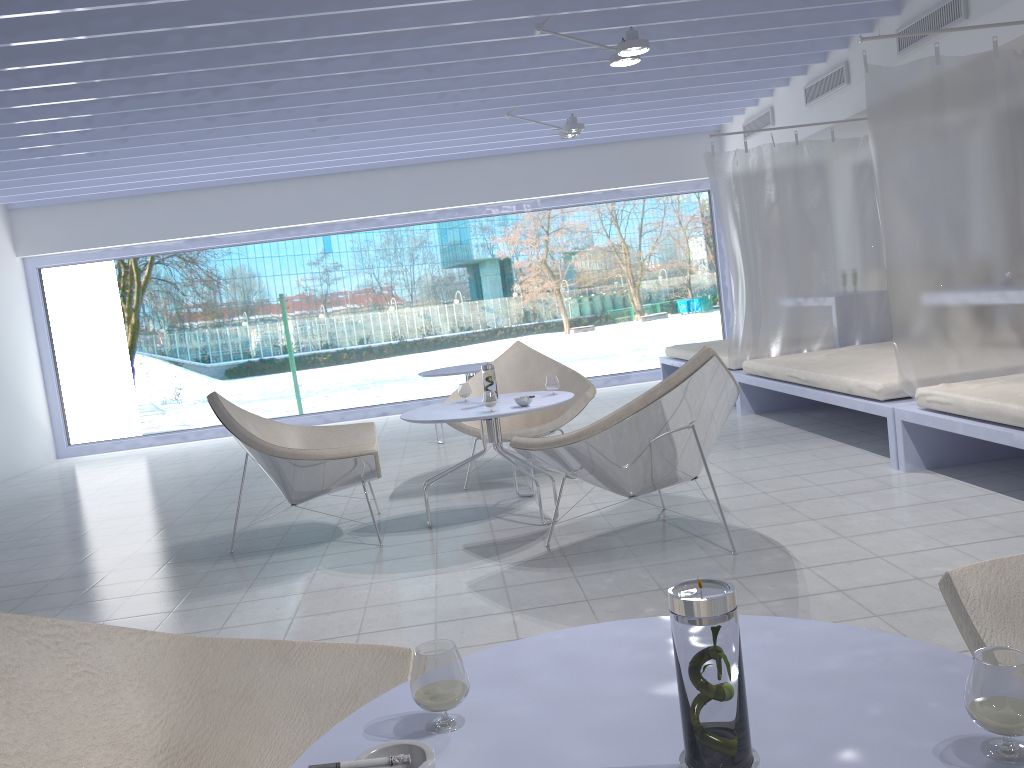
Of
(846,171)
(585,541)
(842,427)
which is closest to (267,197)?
(846,171)

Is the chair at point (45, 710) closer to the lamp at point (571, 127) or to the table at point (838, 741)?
the table at point (838, 741)

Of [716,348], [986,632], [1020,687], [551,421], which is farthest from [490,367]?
[716,348]

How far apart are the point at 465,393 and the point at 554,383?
0.47m

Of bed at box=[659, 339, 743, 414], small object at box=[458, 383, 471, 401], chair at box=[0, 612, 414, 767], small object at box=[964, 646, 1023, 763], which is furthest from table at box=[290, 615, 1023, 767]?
bed at box=[659, 339, 743, 414]

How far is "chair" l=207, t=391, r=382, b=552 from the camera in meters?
3.8

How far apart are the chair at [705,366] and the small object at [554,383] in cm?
76

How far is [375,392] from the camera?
10.7m

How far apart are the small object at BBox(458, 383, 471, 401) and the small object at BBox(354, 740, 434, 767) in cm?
352

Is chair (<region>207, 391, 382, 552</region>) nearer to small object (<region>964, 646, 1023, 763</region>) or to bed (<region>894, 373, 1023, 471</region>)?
bed (<region>894, 373, 1023, 471</region>)
